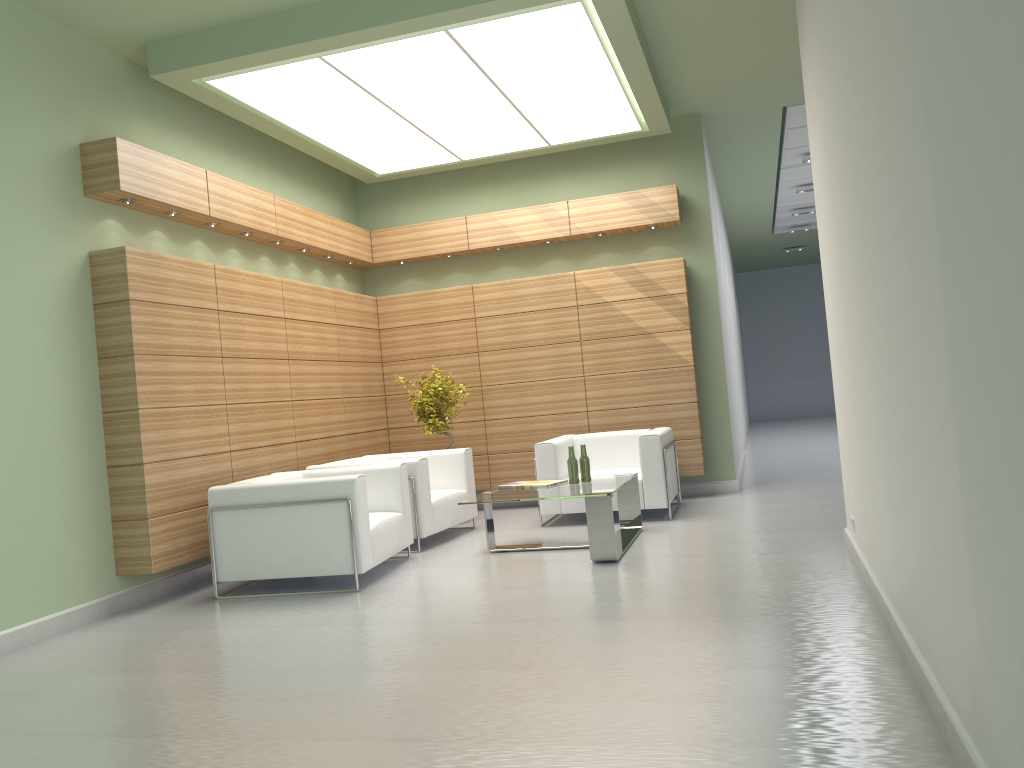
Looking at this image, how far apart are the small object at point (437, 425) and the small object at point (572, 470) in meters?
3.4 m

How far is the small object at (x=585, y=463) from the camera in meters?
11.0 m

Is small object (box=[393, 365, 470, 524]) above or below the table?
above

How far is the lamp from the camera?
10.1 meters

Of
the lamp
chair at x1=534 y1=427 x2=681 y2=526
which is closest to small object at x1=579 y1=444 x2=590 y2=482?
chair at x1=534 y1=427 x2=681 y2=526

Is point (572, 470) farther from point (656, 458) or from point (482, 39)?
point (482, 39)

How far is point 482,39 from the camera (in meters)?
10.09

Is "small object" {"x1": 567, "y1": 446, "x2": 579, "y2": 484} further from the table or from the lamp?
the lamp

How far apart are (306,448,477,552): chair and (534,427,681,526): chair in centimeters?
106cm

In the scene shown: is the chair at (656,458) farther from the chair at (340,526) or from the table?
the chair at (340,526)
